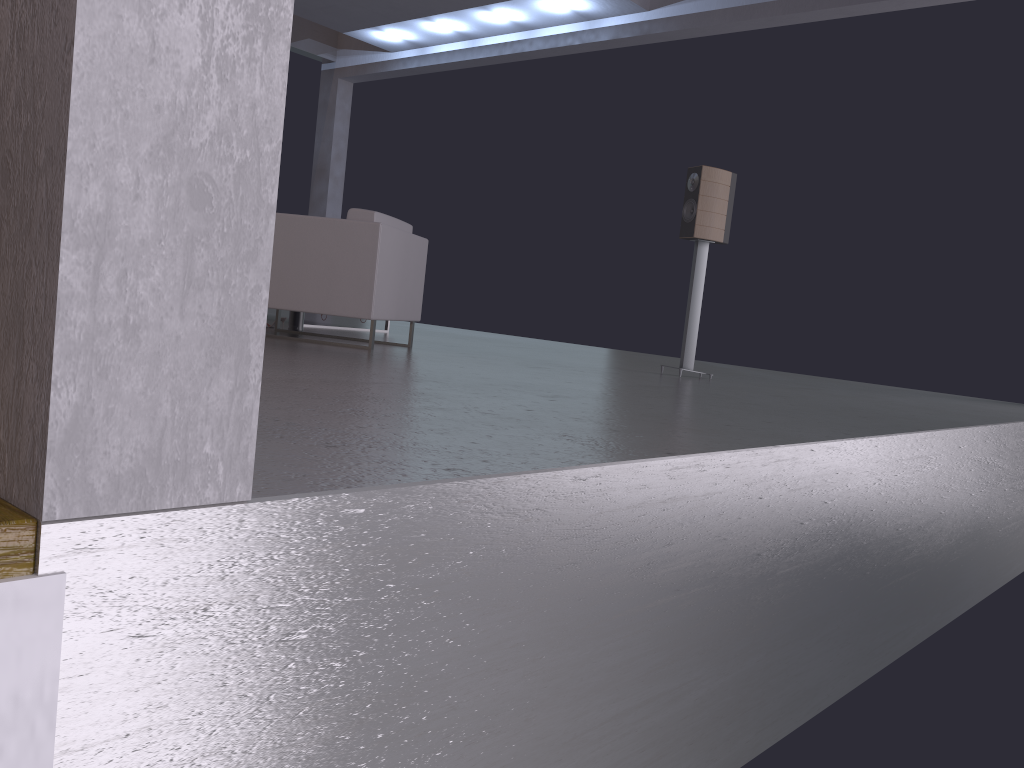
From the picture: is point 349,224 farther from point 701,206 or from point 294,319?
point 701,206

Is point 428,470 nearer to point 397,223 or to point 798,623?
point 798,623

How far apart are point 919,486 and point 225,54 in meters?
3.4

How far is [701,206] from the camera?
5.69m

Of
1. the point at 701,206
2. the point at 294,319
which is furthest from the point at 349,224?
the point at 701,206

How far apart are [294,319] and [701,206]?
2.9 meters

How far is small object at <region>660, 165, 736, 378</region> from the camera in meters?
5.7 m

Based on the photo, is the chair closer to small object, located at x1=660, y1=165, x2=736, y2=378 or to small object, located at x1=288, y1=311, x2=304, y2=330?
small object, located at x1=288, y1=311, x2=304, y2=330

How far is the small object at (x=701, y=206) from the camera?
5.69m

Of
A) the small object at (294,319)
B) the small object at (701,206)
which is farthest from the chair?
the small object at (701,206)
